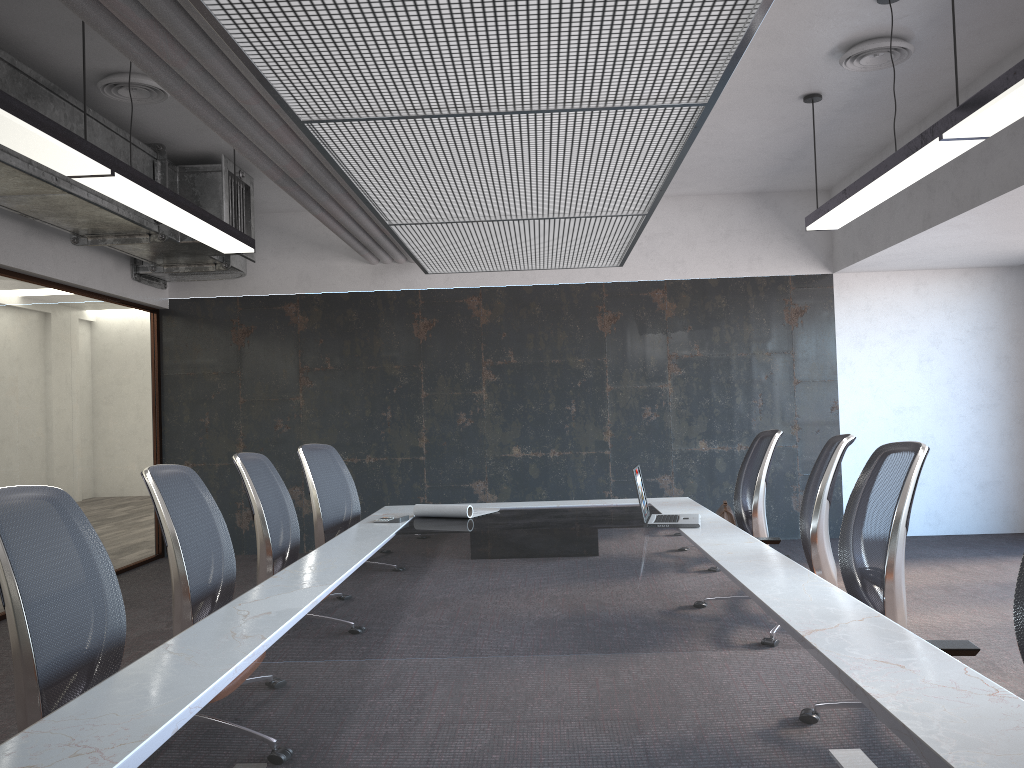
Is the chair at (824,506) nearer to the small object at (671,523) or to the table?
the table

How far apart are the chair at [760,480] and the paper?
1.5 meters

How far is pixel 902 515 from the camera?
3.00m

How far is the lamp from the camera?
3.4m

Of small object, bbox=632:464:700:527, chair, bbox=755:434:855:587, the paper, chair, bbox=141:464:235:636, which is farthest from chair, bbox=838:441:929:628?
chair, bbox=141:464:235:636

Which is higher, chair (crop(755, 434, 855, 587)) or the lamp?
the lamp

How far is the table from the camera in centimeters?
153cm

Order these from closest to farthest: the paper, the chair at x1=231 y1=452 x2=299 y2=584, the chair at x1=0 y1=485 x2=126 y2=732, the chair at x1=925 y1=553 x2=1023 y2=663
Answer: Answer: the chair at x1=0 y1=485 x2=126 y2=732 → the chair at x1=925 y1=553 x2=1023 y2=663 → the chair at x1=231 y1=452 x2=299 y2=584 → the paper

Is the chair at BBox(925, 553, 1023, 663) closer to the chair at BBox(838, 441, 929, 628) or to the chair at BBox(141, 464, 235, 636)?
the chair at BBox(838, 441, 929, 628)

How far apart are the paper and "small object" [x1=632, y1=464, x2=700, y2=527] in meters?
1.0 m
